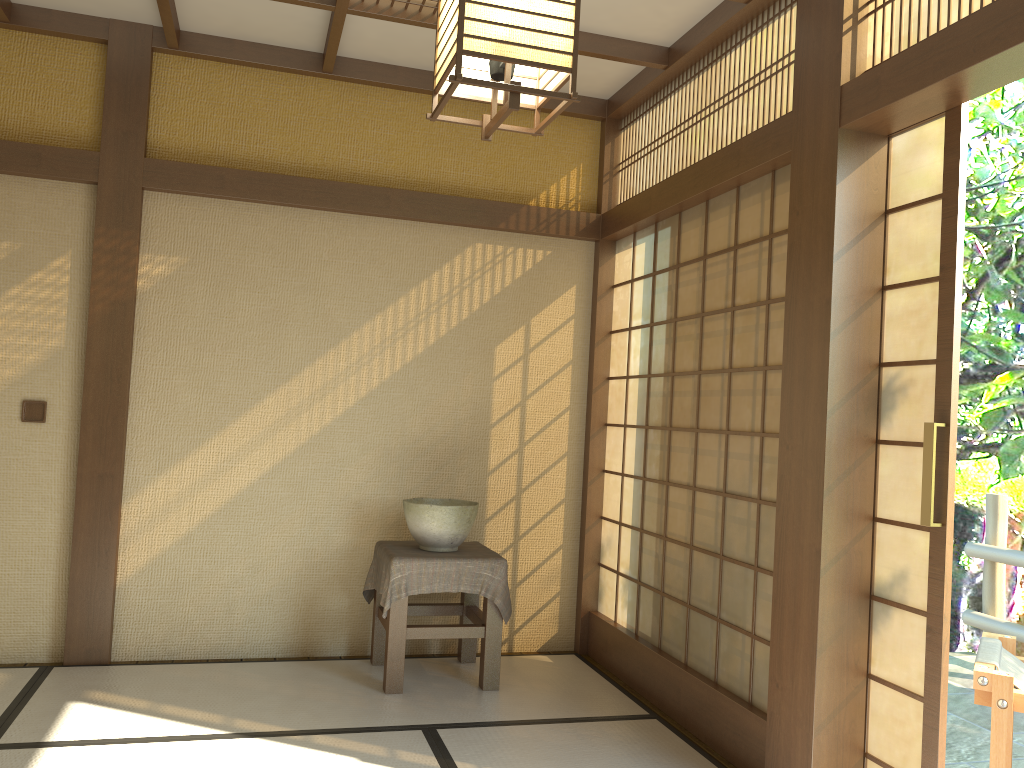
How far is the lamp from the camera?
1.5m

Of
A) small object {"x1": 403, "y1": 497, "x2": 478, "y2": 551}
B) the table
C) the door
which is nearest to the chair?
the door

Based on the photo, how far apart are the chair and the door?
0.37m

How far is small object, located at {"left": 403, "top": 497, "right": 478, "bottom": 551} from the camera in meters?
4.0

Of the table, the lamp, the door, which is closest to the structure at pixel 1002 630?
the door

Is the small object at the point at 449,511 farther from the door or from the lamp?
the lamp

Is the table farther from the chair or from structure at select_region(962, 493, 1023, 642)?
structure at select_region(962, 493, 1023, 642)

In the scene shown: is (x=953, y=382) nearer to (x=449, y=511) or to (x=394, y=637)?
(x=449, y=511)

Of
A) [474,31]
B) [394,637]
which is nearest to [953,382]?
[474,31]

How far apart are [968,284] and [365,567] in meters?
6.4 m
